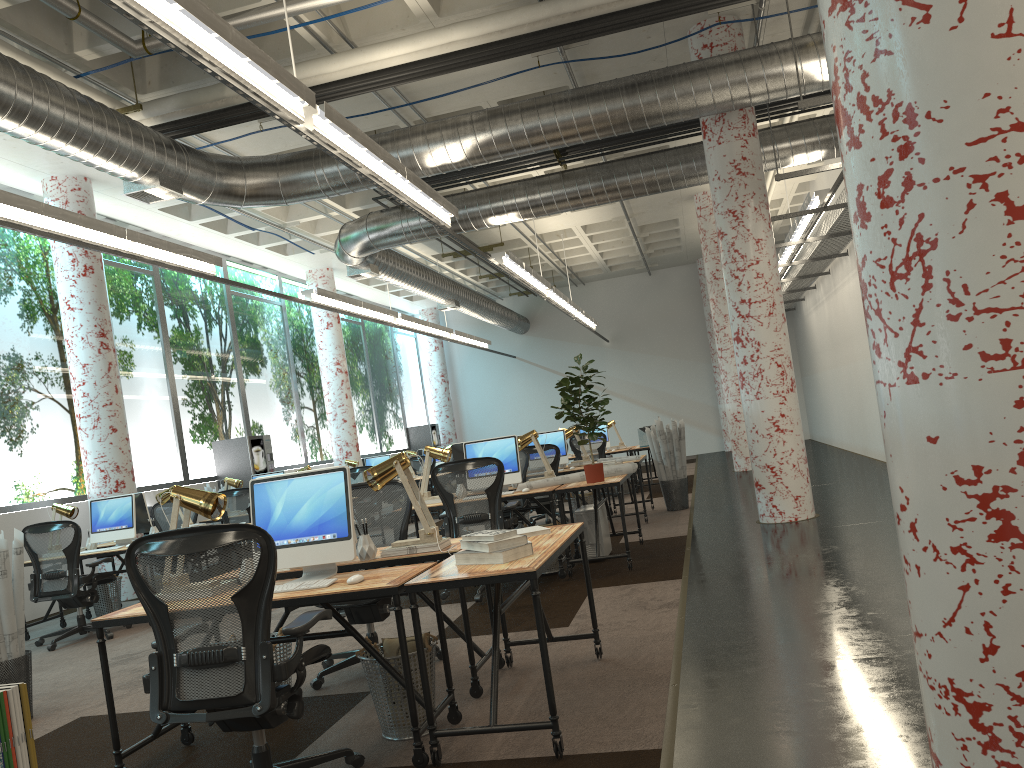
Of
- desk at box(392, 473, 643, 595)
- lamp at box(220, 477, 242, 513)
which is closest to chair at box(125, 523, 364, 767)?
desk at box(392, 473, 643, 595)

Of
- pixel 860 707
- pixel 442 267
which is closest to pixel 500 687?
pixel 860 707

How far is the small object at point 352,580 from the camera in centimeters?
359cm

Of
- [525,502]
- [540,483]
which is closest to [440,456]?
[540,483]

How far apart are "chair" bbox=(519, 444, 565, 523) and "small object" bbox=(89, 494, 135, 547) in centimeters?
409cm

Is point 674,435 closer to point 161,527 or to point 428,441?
point 161,527

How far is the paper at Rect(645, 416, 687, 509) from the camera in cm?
1094

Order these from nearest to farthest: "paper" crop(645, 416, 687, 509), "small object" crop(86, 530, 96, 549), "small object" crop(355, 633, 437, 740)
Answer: "small object" crop(355, 633, 437, 740) < "small object" crop(86, 530, 96, 549) < "paper" crop(645, 416, 687, 509)

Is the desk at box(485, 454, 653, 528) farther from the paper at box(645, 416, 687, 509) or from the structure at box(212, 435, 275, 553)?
the structure at box(212, 435, 275, 553)

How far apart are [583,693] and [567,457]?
6.59m
